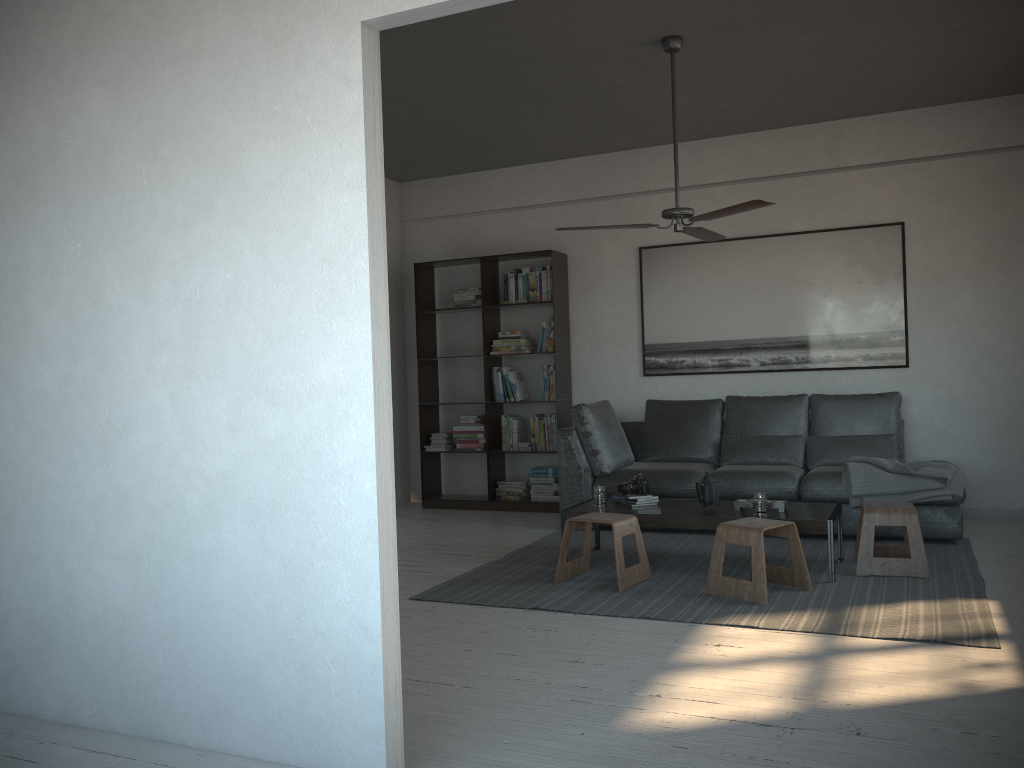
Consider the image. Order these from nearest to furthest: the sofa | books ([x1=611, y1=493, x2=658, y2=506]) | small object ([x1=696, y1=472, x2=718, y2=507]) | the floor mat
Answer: the floor mat, small object ([x1=696, y1=472, x2=718, y2=507]), books ([x1=611, y1=493, x2=658, y2=506]), the sofa

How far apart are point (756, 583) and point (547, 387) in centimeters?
335cm

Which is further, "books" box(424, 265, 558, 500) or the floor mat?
"books" box(424, 265, 558, 500)

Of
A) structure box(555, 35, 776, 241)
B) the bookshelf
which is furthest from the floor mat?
structure box(555, 35, 776, 241)

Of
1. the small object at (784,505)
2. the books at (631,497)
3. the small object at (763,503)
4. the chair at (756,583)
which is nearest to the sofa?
the books at (631,497)

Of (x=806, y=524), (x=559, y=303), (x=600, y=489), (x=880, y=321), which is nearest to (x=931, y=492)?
(x=806, y=524)

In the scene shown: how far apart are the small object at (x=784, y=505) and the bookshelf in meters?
2.5

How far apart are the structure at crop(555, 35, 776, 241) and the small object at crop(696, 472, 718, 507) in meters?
1.4

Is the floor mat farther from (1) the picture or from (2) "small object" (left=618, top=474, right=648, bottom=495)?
(1) the picture

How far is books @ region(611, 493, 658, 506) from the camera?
5.09m
